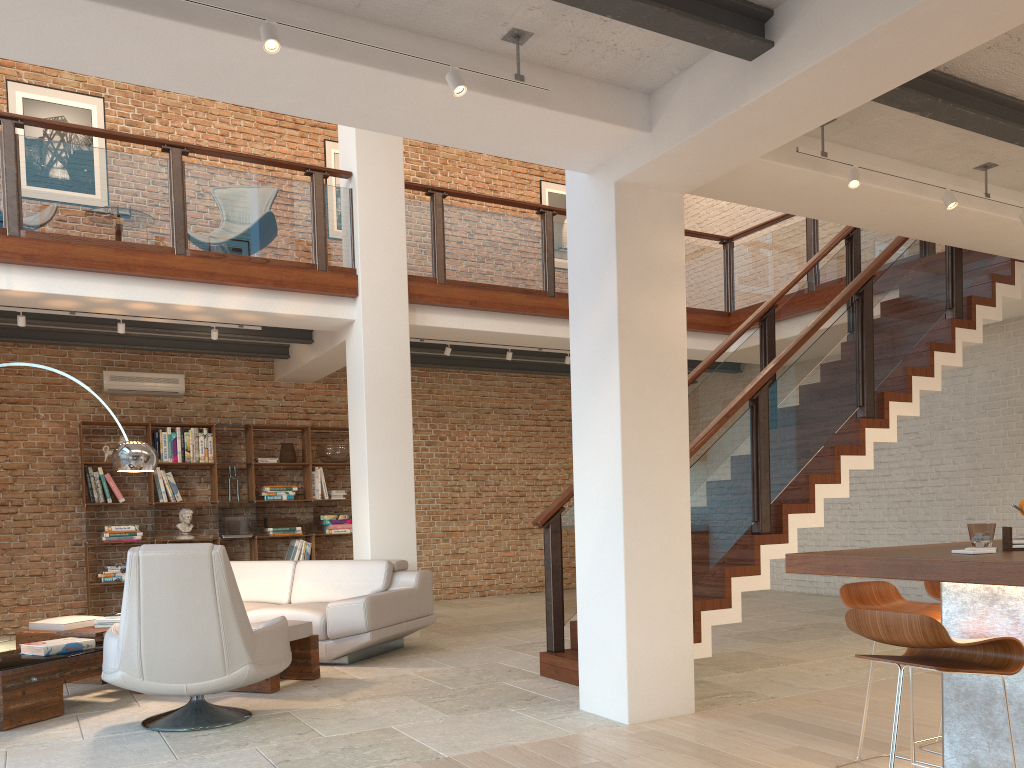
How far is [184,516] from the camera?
9.42m

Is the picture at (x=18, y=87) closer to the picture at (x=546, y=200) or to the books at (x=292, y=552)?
the books at (x=292, y=552)

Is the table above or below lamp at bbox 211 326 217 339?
below

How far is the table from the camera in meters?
4.6 m

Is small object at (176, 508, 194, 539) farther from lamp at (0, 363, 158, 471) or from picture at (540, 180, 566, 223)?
picture at (540, 180, 566, 223)

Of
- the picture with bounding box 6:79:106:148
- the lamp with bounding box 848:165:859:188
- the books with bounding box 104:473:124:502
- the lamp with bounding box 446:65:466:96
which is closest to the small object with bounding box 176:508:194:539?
the books with bounding box 104:473:124:502

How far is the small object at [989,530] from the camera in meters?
3.0

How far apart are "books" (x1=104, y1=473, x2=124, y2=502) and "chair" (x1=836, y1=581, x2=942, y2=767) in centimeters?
782cm

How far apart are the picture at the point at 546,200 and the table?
8.2m

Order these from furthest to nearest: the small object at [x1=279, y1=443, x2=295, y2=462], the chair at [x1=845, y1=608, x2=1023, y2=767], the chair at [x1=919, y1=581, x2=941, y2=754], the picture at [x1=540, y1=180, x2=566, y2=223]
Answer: the picture at [x1=540, y1=180, x2=566, y2=223], the small object at [x1=279, y1=443, x2=295, y2=462], the chair at [x1=919, y1=581, x2=941, y2=754], the chair at [x1=845, y1=608, x2=1023, y2=767]
